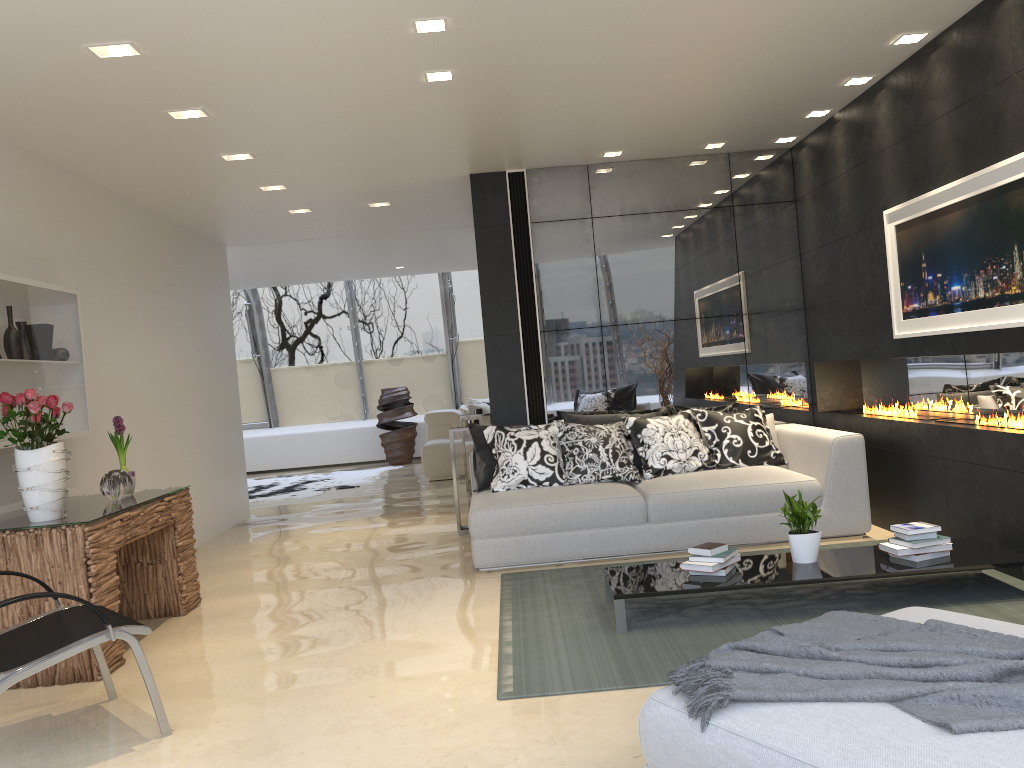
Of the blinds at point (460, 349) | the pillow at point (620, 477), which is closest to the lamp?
the pillow at point (620, 477)

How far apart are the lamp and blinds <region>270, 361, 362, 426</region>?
9.9 meters

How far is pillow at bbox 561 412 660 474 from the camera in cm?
668

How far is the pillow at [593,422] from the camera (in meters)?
6.68

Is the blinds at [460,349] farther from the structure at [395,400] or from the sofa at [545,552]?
the sofa at [545,552]

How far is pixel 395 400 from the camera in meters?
14.0

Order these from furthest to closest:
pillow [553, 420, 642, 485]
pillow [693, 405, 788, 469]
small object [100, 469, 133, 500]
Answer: pillow [693, 405, 788, 469], pillow [553, 420, 642, 485], small object [100, 469, 133, 500]

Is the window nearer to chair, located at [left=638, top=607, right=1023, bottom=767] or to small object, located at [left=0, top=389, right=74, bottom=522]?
small object, located at [left=0, top=389, right=74, bottom=522]

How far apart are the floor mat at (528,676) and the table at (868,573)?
0.04m

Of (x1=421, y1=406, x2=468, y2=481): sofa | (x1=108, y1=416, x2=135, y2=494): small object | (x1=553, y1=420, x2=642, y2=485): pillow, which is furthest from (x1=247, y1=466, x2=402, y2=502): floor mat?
(x1=108, y1=416, x2=135, y2=494): small object
